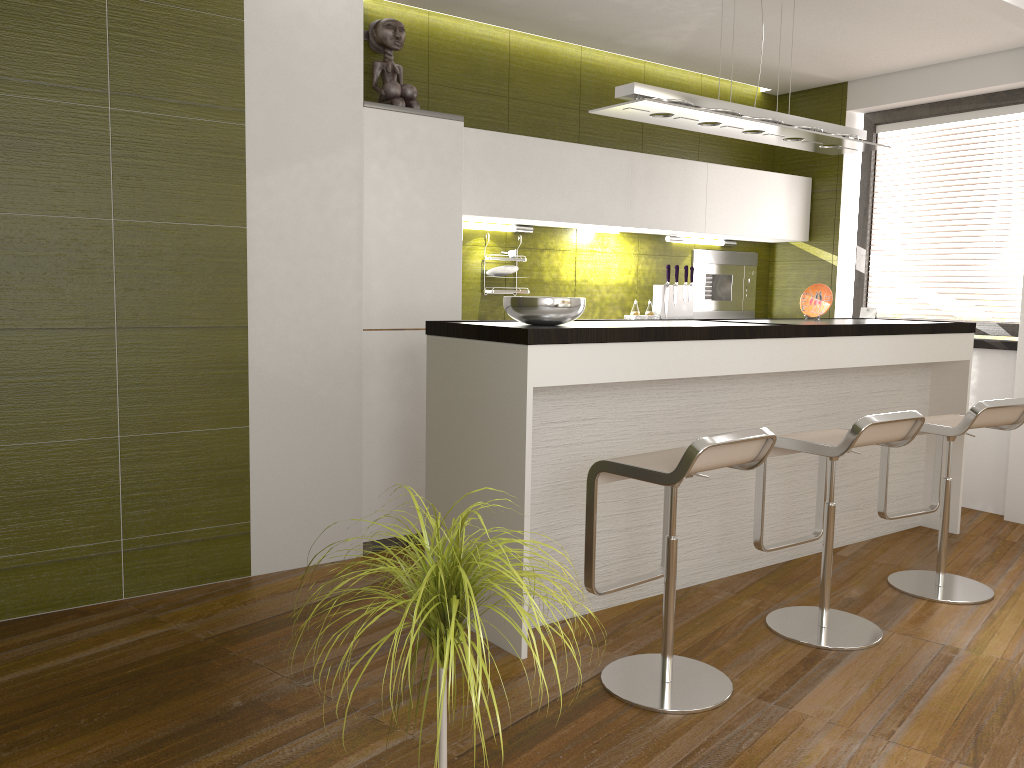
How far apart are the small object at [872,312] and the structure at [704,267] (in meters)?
0.78

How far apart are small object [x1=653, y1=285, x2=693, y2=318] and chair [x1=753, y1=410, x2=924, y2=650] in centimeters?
221cm

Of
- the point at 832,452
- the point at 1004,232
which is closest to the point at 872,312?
the point at 1004,232

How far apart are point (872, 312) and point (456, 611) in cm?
509

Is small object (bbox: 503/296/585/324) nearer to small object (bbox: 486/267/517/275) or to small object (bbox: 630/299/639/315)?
small object (bbox: 486/267/517/275)

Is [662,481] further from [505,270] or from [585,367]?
[505,270]

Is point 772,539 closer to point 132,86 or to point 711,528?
point 711,528

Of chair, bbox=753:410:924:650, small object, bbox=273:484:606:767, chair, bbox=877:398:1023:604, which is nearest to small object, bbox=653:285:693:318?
chair, bbox=877:398:1023:604

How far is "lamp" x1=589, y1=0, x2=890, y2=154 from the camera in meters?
3.5

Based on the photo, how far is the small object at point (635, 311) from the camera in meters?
5.5 m
